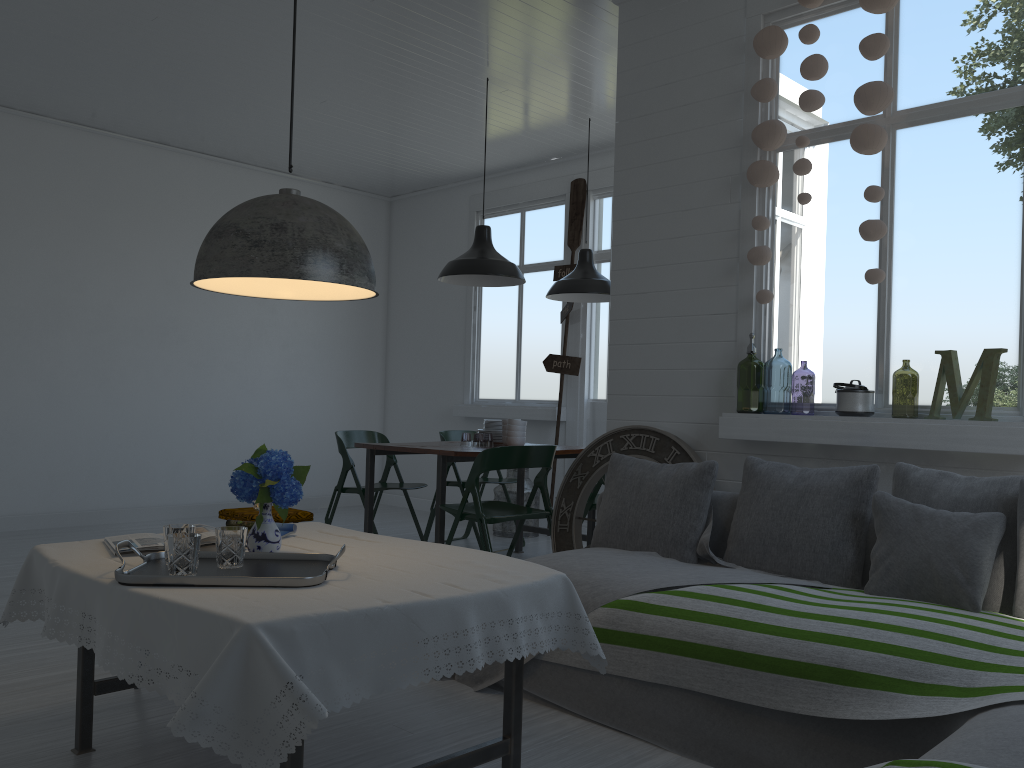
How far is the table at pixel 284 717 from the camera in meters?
2.1 m

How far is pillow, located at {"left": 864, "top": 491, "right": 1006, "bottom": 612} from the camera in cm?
314

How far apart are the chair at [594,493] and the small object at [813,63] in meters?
2.4

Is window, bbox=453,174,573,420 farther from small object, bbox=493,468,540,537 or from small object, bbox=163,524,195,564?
small object, bbox=163,524,195,564

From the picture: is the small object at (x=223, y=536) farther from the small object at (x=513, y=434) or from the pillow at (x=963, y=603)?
the small object at (x=513, y=434)

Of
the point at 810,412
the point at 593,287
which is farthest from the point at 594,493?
the point at 810,412

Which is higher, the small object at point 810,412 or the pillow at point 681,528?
the small object at point 810,412

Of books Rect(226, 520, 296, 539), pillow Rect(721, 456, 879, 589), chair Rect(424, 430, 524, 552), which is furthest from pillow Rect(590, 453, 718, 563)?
chair Rect(424, 430, 524, 552)

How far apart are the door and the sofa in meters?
4.1 m

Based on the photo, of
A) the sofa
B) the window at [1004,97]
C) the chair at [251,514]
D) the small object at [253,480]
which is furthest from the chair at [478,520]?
the small object at [253,480]
